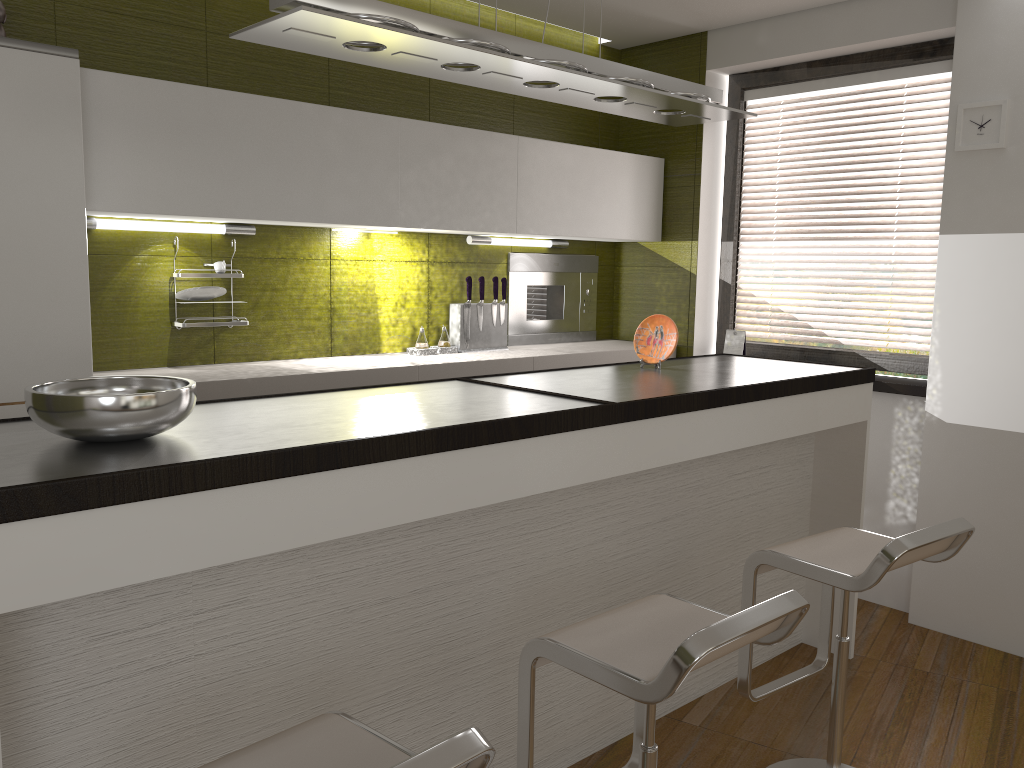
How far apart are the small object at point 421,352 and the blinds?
1.7 meters

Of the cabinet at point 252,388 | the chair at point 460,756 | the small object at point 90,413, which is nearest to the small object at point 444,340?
the cabinet at point 252,388

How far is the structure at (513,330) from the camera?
4.5 meters

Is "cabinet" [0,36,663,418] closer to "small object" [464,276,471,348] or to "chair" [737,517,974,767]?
"small object" [464,276,471,348]

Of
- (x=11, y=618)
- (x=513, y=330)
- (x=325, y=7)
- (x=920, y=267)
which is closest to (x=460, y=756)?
(x=11, y=618)

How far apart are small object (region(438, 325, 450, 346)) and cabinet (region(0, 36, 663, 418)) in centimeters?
51cm

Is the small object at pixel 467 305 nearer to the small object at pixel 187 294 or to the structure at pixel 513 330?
the structure at pixel 513 330

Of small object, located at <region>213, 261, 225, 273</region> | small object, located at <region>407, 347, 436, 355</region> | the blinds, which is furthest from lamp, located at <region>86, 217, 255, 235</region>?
the blinds

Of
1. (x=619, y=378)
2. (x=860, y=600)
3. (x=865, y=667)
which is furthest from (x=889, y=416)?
(x=619, y=378)

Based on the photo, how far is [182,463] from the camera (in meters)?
1.53
